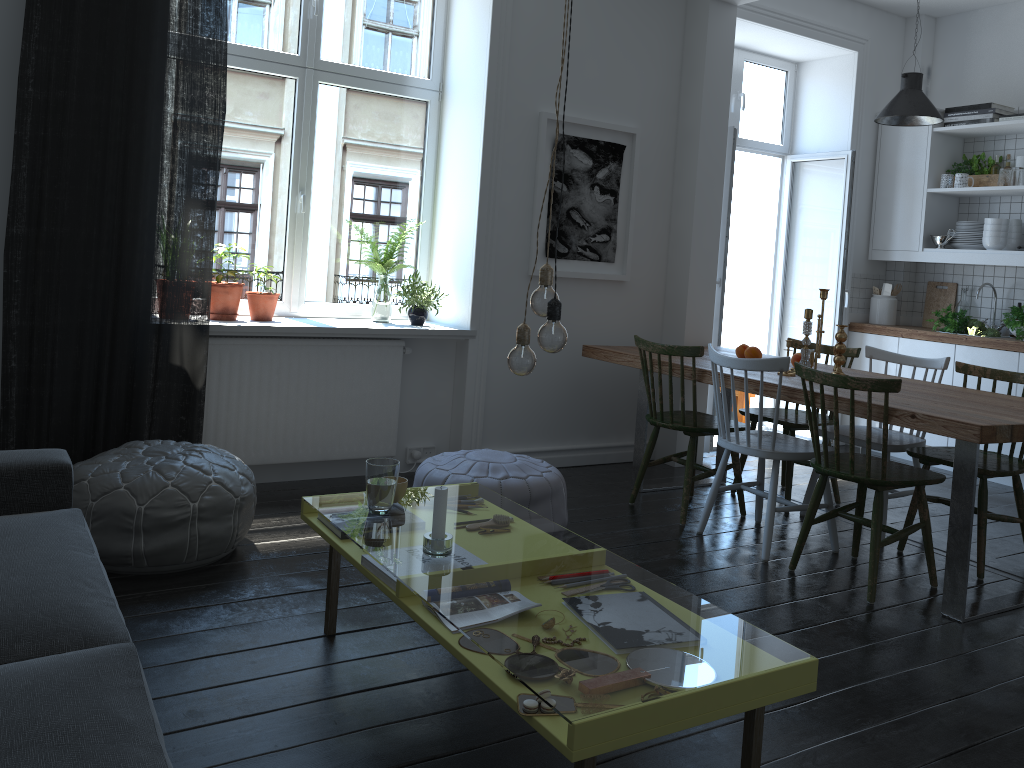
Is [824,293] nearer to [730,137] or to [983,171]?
[730,137]

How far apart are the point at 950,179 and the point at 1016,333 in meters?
1.2 m

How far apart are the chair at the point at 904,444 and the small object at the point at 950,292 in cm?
203

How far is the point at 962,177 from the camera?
5.7m

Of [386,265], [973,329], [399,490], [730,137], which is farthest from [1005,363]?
[399,490]

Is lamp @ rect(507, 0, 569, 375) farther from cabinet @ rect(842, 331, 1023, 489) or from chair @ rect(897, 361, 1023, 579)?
cabinet @ rect(842, 331, 1023, 489)

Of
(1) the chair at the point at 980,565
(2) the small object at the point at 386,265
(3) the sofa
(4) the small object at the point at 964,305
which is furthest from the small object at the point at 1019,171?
(3) the sofa

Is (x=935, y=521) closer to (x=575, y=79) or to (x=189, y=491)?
(x=575, y=79)

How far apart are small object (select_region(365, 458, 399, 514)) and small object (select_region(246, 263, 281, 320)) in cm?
188

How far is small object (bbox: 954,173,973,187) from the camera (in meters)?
5.69
